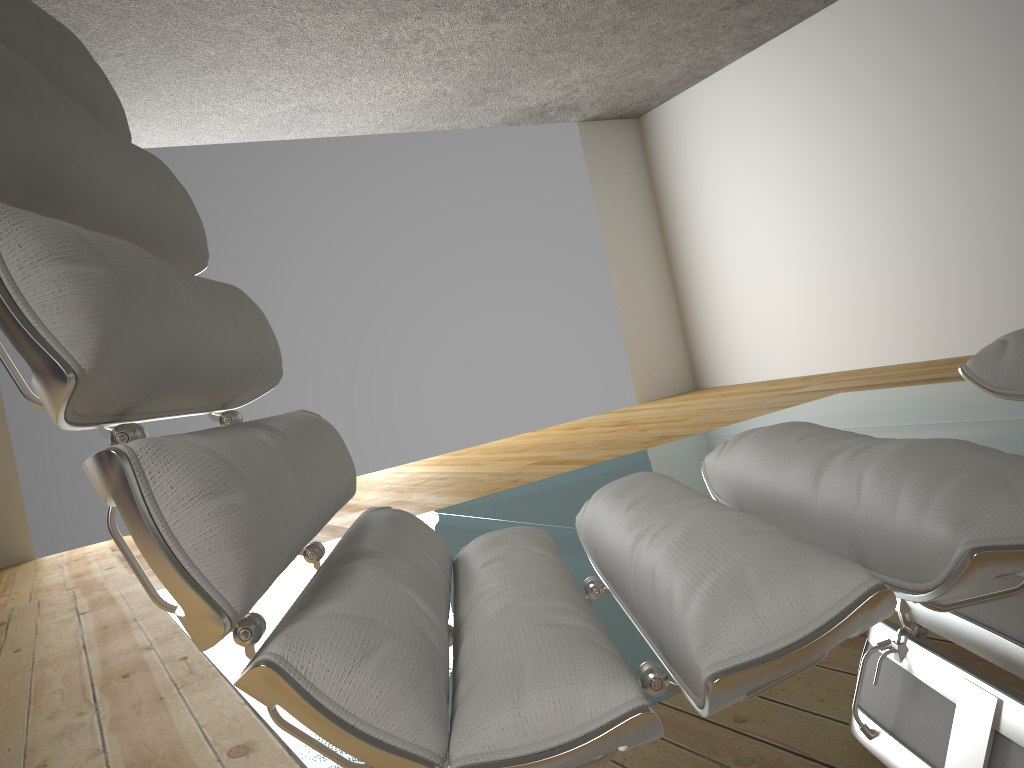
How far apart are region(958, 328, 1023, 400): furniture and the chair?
0.3 meters

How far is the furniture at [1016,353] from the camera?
1.06m

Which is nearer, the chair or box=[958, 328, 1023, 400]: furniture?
the chair

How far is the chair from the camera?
0.5m

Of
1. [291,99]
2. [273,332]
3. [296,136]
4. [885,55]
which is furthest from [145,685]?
[885,55]

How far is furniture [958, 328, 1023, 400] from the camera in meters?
1.1 m

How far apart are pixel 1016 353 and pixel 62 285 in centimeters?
102cm

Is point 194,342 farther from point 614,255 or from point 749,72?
point 614,255
